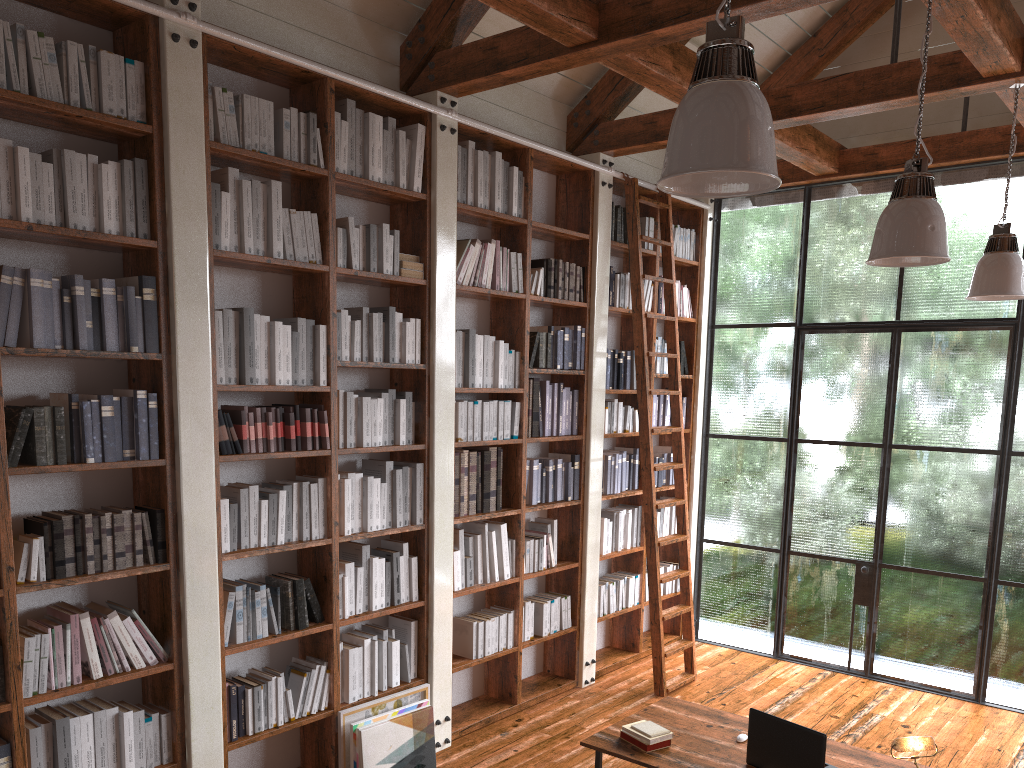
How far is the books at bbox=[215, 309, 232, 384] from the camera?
3.8 meters

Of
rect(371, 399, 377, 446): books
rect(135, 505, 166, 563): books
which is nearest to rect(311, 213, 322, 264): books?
rect(371, 399, 377, 446): books

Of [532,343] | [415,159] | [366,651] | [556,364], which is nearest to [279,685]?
[366,651]

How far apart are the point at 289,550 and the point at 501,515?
1.5 meters

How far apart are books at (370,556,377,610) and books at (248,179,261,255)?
1.6 meters

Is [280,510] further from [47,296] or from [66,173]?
[66,173]

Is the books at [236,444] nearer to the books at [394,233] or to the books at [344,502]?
the books at [344,502]

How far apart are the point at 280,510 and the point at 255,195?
1.4m

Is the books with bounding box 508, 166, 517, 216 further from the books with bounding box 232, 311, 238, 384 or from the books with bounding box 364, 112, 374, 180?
the books with bounding box 232, 311, 238, 384

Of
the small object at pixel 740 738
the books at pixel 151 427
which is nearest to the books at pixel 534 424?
the small object at pixel 740 738
